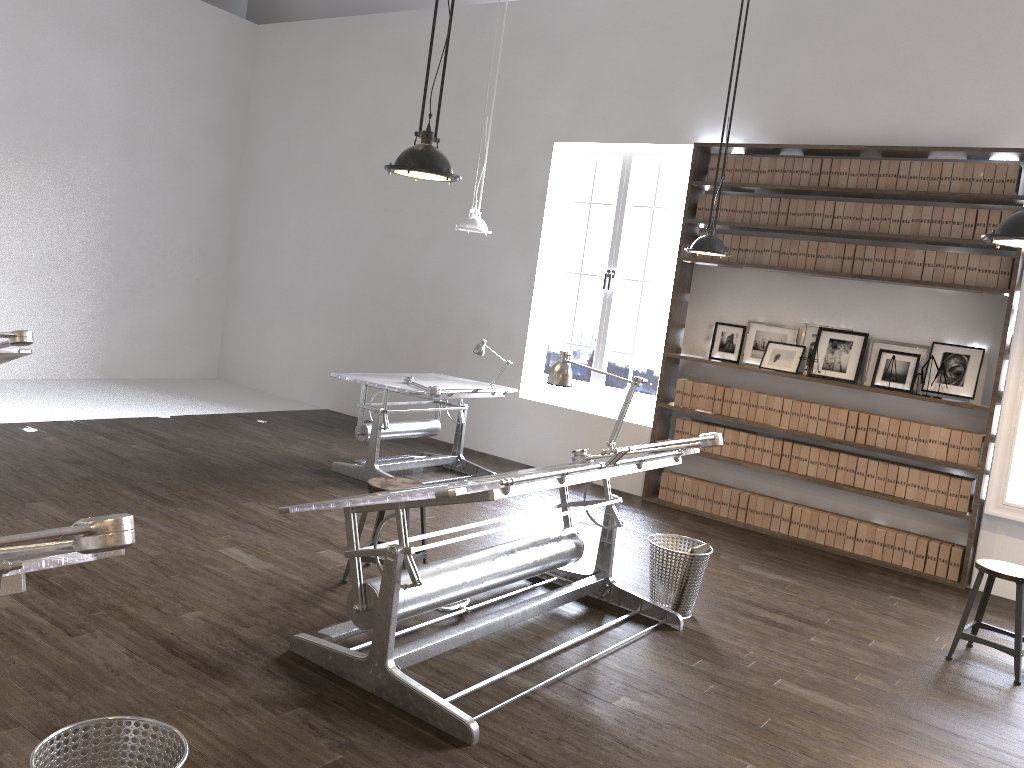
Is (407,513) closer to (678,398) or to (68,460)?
(68,460)

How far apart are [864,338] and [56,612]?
5.6 meters

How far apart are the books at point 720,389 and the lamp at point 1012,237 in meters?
4.0

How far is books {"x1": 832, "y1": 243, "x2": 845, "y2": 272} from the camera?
6.61m

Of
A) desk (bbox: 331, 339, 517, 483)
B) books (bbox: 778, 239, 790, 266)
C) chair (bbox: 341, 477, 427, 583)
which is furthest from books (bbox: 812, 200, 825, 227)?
chair (bbox: 341, 477, 427, 583)

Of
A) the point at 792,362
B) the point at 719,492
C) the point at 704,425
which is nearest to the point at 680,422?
the point at 704,425

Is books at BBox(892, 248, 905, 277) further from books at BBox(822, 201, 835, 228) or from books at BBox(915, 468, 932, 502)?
books at BBox(915, 468, 932, 502)

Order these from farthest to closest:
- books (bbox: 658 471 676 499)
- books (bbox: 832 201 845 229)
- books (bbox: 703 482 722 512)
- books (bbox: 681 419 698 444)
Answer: books (bbox: 658 471 676 499), books (bbox: 681 419 698 444), books (bbox: 703 482 722 512), books (bbox: 832 201 845 229)

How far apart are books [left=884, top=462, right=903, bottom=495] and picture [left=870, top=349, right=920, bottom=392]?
0.56m

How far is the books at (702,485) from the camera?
7.3 meters
